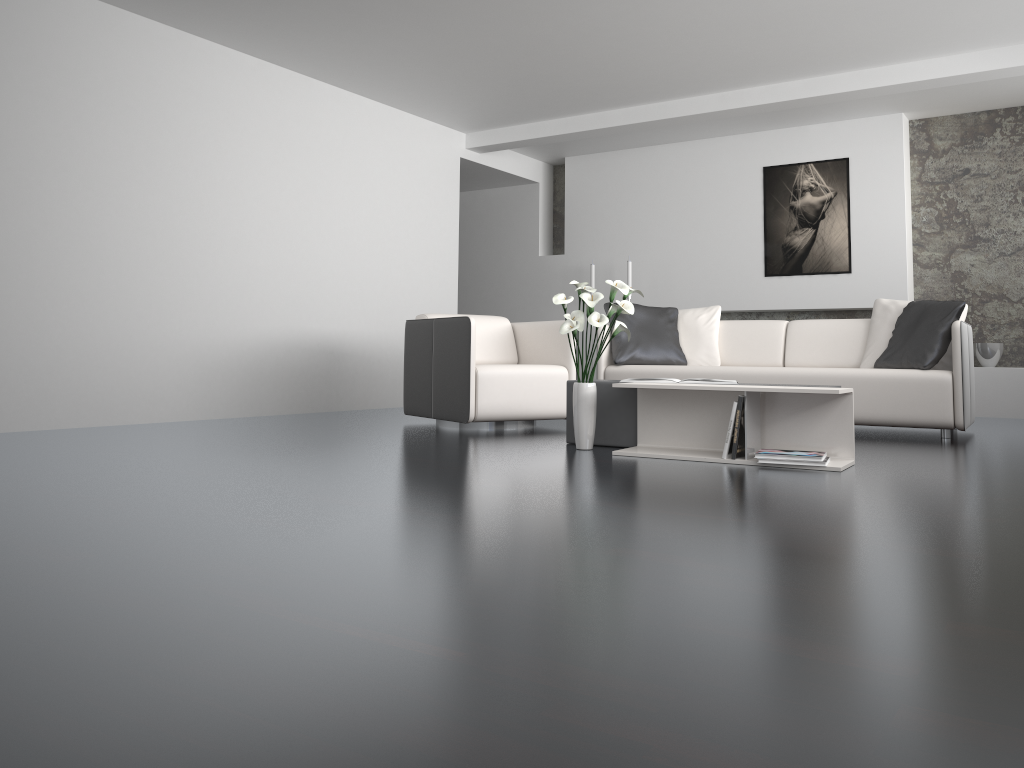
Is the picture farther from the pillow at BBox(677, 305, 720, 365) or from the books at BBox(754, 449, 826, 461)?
the books at BBox(754, 449, 826, 461)

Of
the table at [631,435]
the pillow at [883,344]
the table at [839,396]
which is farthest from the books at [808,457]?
the pillow at [883,344]

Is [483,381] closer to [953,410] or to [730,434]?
[730,434]

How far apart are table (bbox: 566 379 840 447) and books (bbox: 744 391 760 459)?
0.6m

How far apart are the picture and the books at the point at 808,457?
4.35m

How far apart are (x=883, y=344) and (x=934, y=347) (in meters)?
0.53

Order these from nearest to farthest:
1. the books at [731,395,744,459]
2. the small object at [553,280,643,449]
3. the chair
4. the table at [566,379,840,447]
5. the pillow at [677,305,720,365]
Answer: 1. the books at [731,395,744,459]
2. the small object at [553,280,643,449]
3. the table at [566,379,840,447]
4. the chair
5. the pillow at [677,305,720,365]

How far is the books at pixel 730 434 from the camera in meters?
3.7 m

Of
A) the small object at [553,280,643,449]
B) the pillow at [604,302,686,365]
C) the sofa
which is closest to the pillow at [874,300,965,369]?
the sofa

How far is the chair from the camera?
5.1 meters
